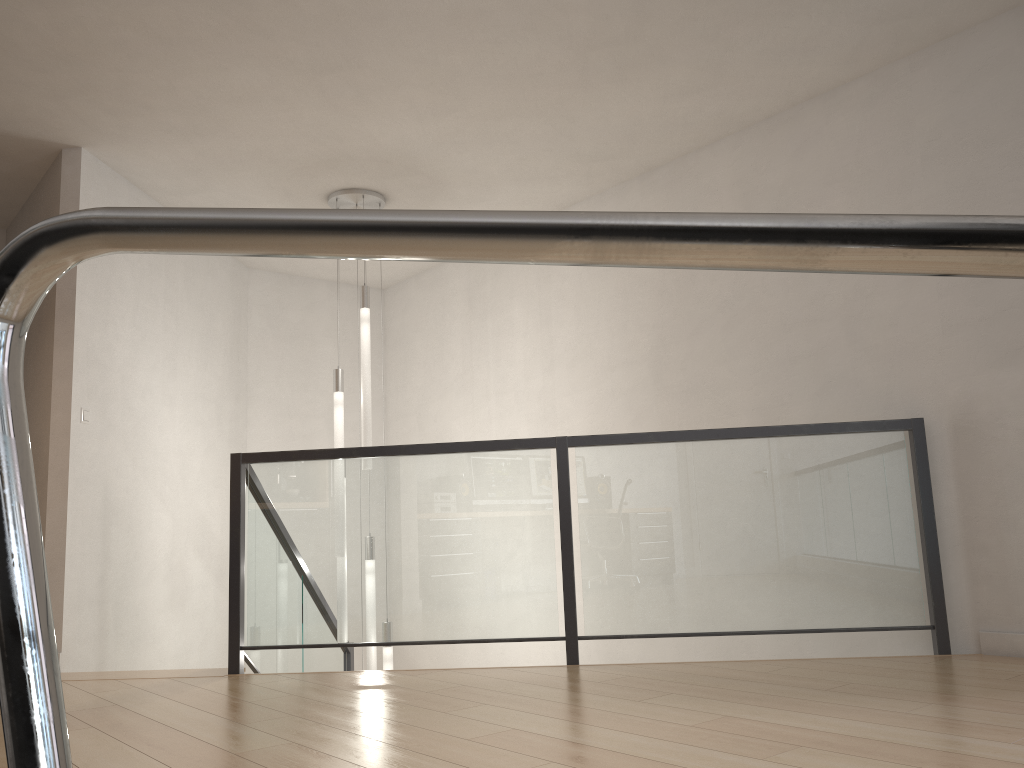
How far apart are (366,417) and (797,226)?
5.1 meters

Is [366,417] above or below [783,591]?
above

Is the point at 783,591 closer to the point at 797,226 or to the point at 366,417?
the point at 366,417

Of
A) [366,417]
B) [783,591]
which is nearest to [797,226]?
[783,591]

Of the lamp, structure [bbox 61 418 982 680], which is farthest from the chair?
the lamp

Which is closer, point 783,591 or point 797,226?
point 797,226

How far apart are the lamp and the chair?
5.0 meters

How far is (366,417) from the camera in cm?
523

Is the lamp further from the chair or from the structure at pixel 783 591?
the chair

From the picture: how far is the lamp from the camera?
5.2 meters
